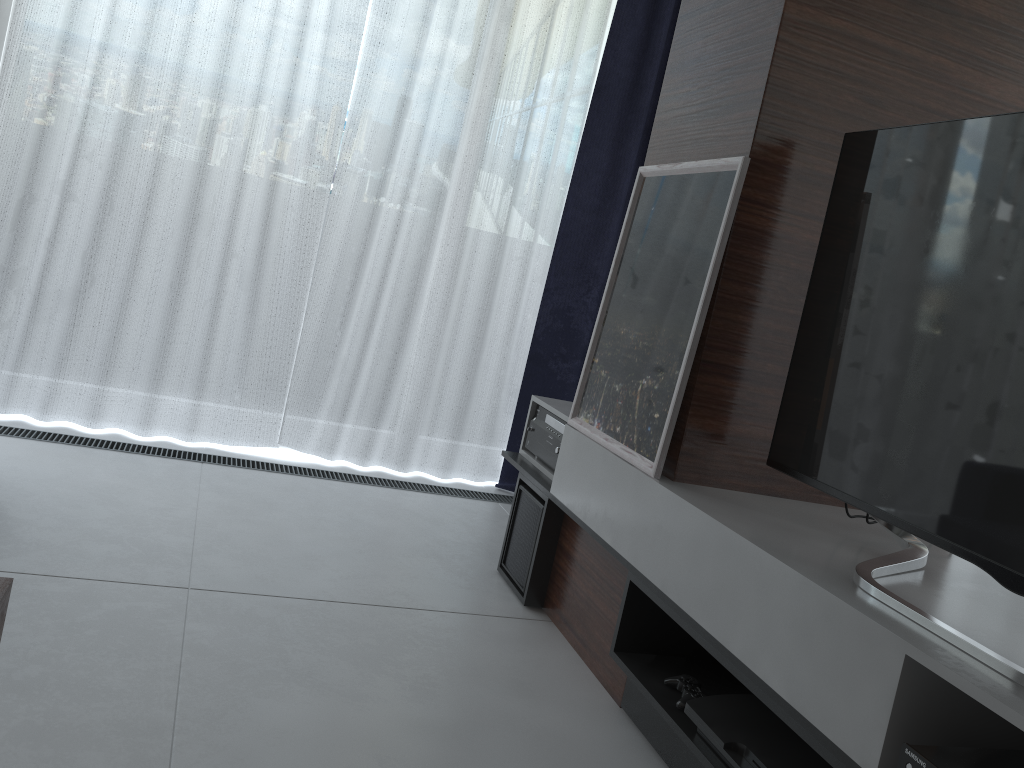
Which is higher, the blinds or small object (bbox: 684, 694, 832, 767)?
the blinds

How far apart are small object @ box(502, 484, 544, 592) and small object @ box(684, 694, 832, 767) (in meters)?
0.86

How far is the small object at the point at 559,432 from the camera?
2.6 meters

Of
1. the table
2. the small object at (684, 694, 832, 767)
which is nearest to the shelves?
the small object at (684, 694, 832, 767)

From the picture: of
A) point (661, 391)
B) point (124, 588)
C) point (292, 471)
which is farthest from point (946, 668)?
point (292, 471)

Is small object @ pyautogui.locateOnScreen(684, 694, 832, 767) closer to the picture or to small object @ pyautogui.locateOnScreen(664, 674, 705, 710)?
small object @ pyautogui.locateOnScreen(664, 674, 705, 710)

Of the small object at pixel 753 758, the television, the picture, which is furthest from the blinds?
the small object at pixel 753 758

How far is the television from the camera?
1.3 meters

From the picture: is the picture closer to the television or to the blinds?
the television

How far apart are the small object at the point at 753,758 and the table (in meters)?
1.13
